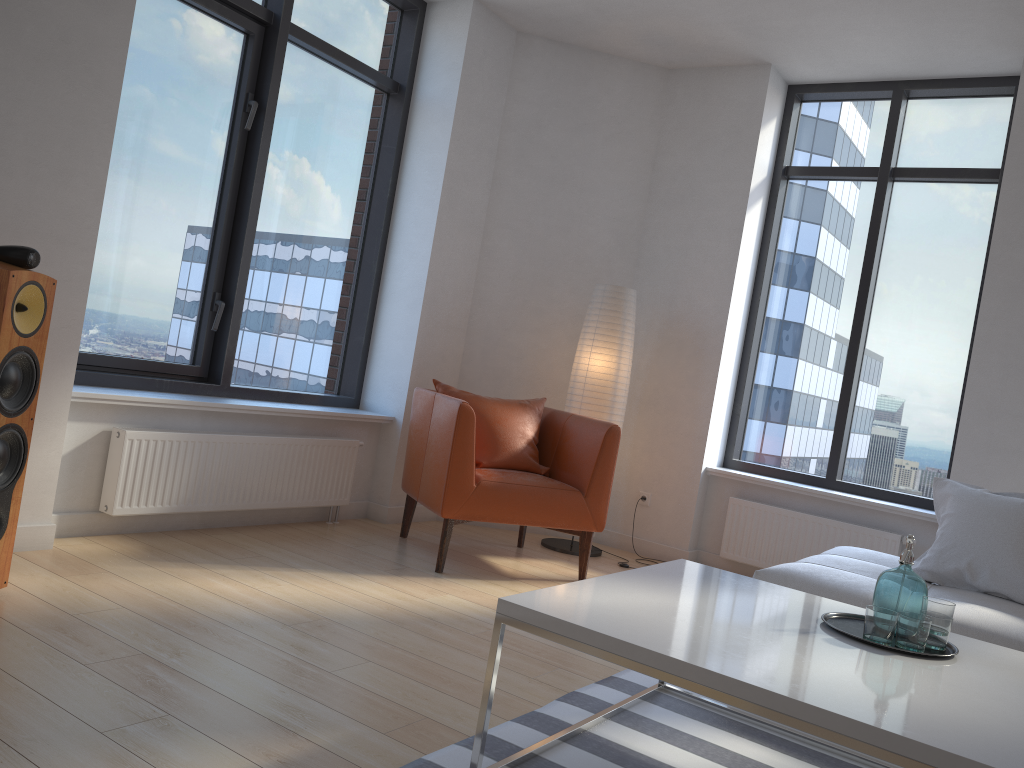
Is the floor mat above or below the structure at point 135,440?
below

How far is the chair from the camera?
4.03m

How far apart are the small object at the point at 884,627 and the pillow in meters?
1.2 m

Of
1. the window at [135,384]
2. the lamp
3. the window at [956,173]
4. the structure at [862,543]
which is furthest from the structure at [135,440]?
the window at [956,173]

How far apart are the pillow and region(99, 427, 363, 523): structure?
2.8 meters

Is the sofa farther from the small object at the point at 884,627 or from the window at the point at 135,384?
the window at the point at 135,384

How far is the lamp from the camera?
5.01m

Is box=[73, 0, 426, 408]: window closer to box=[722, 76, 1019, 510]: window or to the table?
box=[722, 76, 1019, 510]: window

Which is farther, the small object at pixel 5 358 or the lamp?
the lamp

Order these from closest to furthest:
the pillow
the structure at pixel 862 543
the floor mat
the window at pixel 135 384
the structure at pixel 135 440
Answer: the floor mat
the pillow
the structure at pixel 135 440
the window at pixel 135 384
the structure at pixel 862 543
